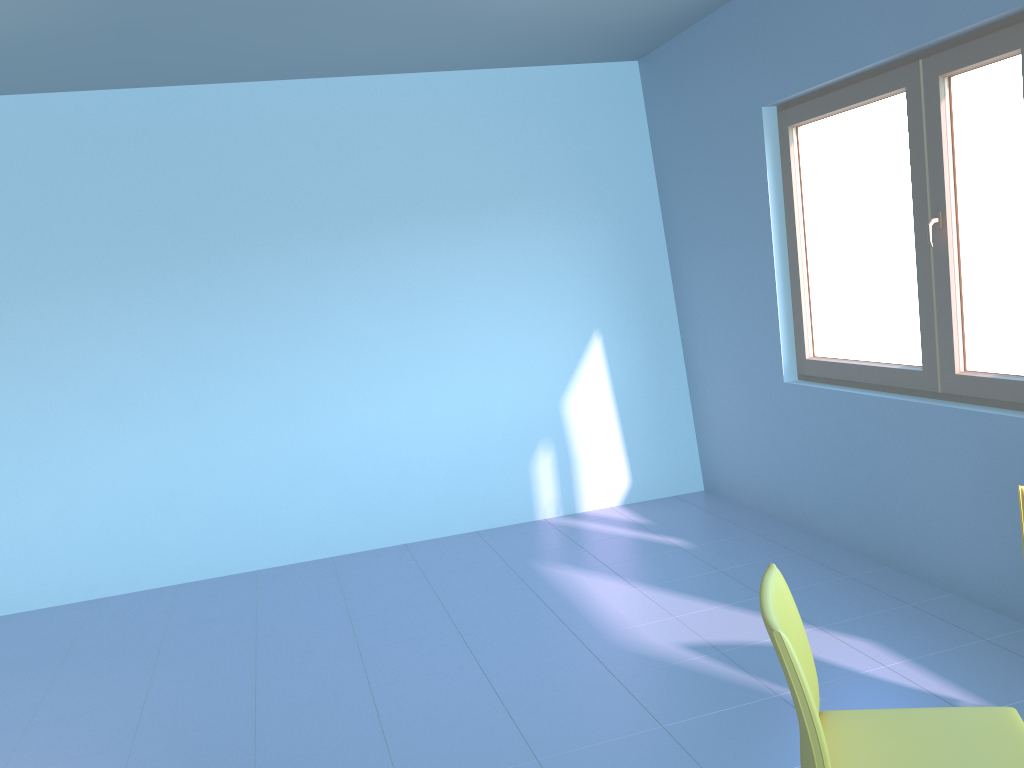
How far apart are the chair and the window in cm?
146

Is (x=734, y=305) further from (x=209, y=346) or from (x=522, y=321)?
(x=209, y=346)

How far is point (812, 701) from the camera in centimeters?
154cm

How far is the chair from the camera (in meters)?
1.54

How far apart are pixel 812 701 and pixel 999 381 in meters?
1.9

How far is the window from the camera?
3.0 meters

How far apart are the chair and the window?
1.46m

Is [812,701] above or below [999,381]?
below

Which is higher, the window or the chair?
the window

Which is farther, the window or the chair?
the window
